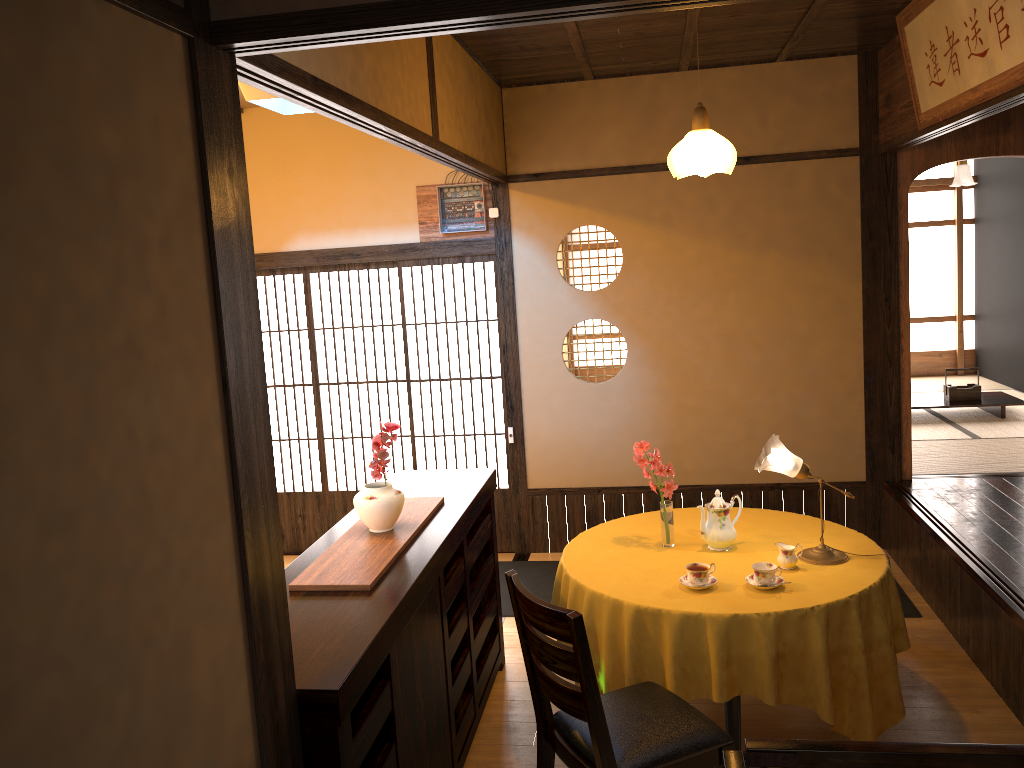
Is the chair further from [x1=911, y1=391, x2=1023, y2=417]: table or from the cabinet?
[x1=911, y1=391, x2=1023, y2=417]: table

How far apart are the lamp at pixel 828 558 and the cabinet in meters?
1.2

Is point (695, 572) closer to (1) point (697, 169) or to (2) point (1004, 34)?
(1) point (697, 169)

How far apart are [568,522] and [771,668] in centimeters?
290cm

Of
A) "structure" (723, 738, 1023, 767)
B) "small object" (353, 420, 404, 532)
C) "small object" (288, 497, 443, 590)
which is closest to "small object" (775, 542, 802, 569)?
"small object" (288, 497, 443, 590)

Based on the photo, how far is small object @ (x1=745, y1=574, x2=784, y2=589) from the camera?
3.3 meters

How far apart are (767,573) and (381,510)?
1.4m

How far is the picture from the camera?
3.2 meters

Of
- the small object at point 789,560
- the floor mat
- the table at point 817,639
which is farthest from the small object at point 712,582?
the floor mat

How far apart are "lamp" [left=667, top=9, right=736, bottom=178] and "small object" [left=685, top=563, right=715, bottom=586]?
1.5m
